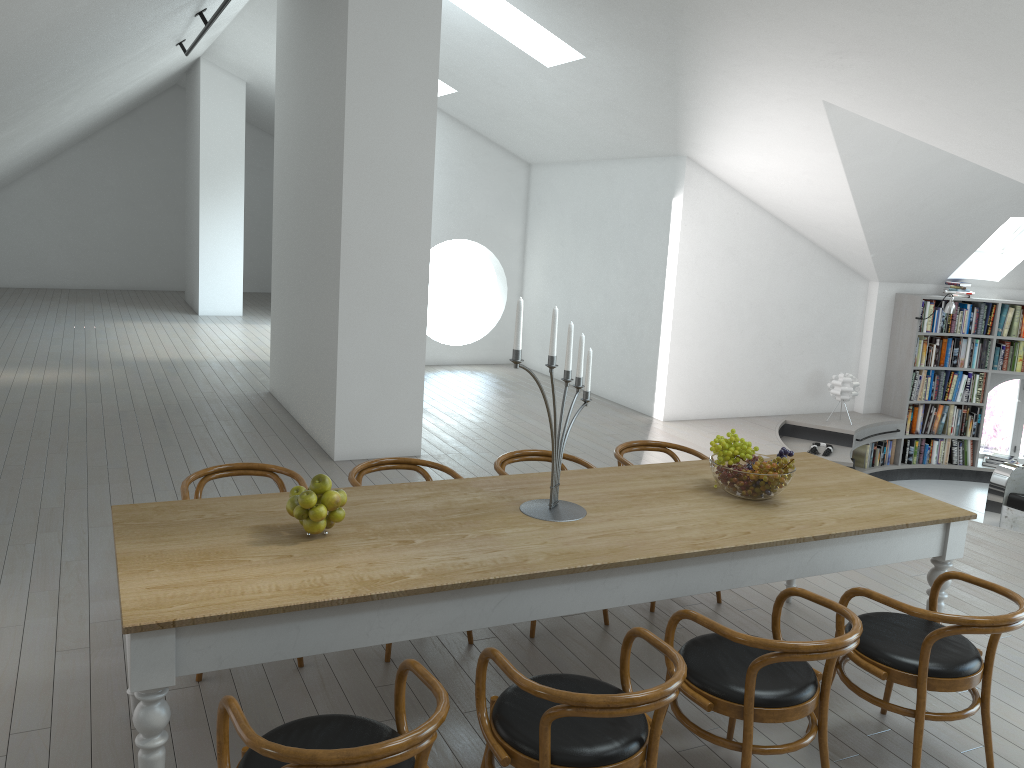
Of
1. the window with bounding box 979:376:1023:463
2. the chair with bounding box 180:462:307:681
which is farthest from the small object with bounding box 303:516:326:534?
the window with bounding box 979:376:1023:463

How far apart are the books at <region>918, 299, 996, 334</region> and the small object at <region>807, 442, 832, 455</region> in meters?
2.0 m

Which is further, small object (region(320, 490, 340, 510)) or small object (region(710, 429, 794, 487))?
small object (region(710, 429, 794, 487))

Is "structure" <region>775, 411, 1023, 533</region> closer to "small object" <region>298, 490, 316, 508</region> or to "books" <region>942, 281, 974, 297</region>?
"books" <region>942, 281, 974, 297</region>

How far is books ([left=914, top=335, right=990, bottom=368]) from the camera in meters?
9.7 m

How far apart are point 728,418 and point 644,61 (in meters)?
3.95

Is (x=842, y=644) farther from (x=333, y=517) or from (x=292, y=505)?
(x=292, y=505)

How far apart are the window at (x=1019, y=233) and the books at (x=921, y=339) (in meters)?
1.00

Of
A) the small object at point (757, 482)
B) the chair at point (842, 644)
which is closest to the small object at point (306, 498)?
the chair at point (842, 644)

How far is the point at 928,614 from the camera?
3.0 meters
